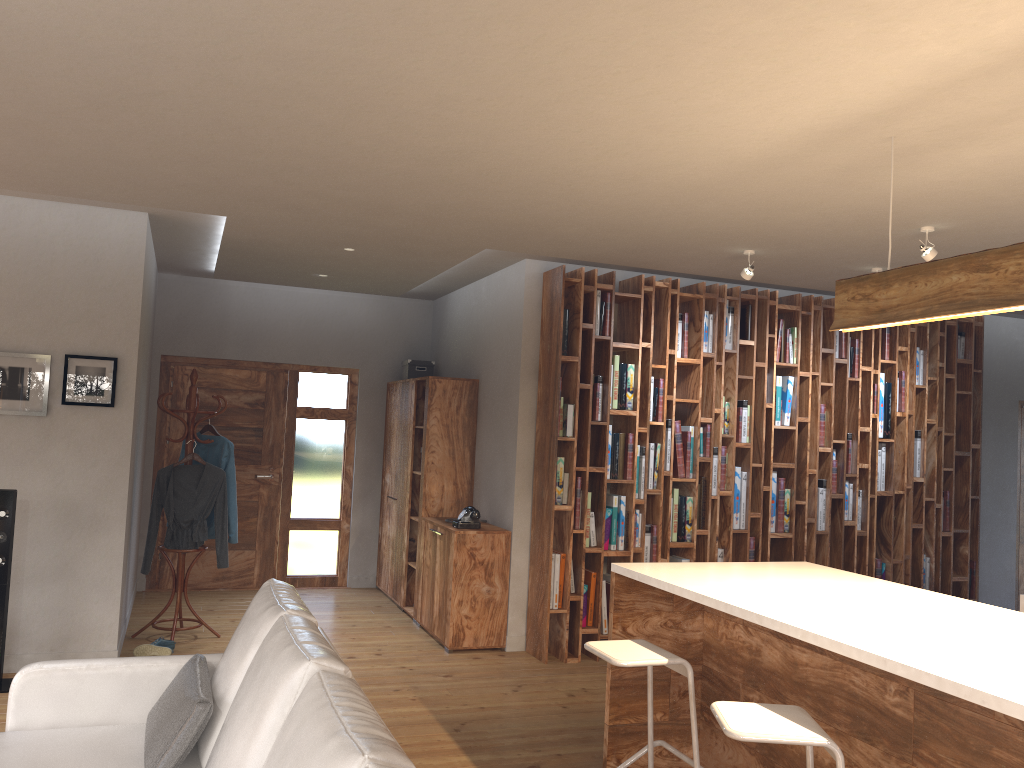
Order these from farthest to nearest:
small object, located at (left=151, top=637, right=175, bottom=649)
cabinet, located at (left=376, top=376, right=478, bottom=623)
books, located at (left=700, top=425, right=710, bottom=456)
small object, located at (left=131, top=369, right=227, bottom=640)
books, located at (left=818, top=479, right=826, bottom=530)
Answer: cabinet, located at (left=376, top=376, right=478, bottom=623) < books, located at (left=818, top=479, right=826, bottom=530) < books, located at (left=700, top=425, right=710, bottom=456) < small object, located at (left=131, top=369, right=227, bottom=640) < small object, located at (left=151, top=637, right=175, bottom=649)

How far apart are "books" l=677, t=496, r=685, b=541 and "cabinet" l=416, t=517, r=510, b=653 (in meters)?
1.25

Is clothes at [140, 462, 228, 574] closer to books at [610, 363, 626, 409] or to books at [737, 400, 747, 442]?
books at [610, 363, 626, 409]

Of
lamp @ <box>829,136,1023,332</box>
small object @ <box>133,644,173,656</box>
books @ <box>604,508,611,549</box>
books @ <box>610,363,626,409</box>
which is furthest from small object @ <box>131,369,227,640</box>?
lamp @ <box>829,136,1023,332</box>

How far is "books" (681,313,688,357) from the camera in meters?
6.4 m

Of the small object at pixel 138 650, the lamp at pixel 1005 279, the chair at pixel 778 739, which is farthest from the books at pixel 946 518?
the small object at pixel 138 650

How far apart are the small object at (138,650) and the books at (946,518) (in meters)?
5.98

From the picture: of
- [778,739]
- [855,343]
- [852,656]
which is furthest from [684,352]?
[778,739]

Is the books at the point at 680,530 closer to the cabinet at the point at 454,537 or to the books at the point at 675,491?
the books at the point at 675,491

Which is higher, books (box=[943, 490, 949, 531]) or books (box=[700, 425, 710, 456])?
books (box=[700, 425, 710, 456])
